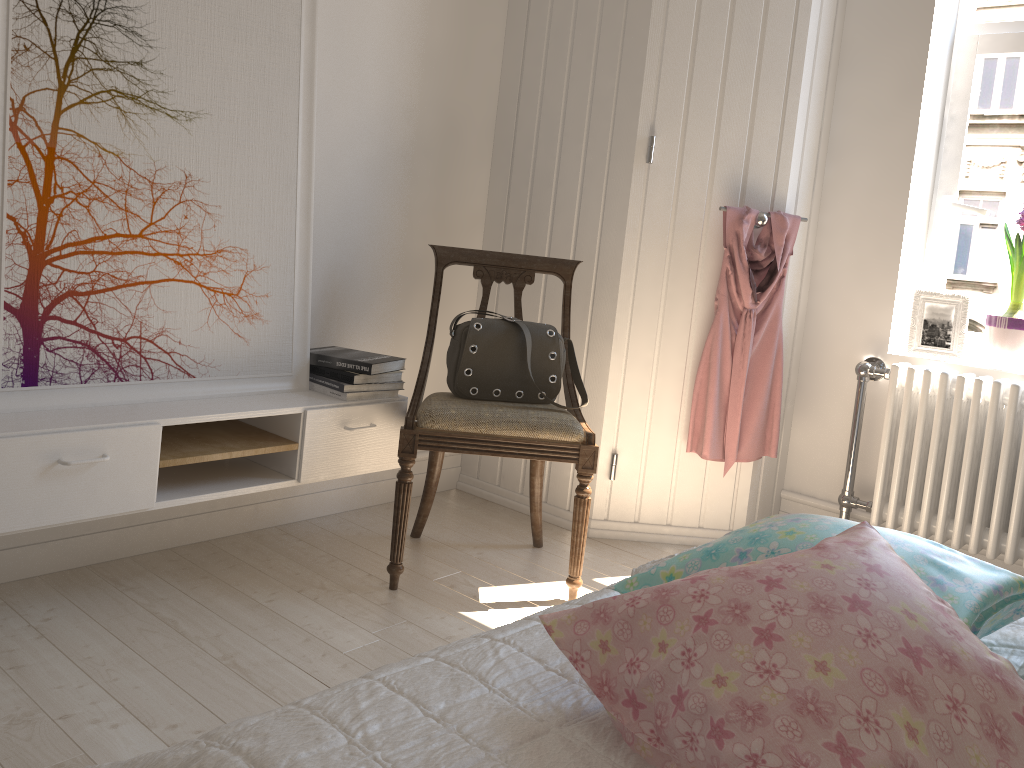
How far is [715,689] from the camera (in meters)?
0.71

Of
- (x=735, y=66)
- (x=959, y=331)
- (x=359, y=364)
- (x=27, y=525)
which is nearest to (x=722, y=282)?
(x=735, y=66)

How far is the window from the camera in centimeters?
288cm

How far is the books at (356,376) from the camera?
2.43m

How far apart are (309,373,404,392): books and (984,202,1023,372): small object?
1.84m

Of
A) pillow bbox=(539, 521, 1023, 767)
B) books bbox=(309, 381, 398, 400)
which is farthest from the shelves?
pillow bbox=(539, 521, 1023, 767)

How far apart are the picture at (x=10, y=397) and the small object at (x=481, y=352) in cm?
41

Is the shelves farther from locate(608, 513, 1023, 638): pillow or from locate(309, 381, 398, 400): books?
locate(608, 513, 1023, 638): pillow

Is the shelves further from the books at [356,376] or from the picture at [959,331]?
the picture at [959,331]

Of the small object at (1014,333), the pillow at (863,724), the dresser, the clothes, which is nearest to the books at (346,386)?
the dresser
